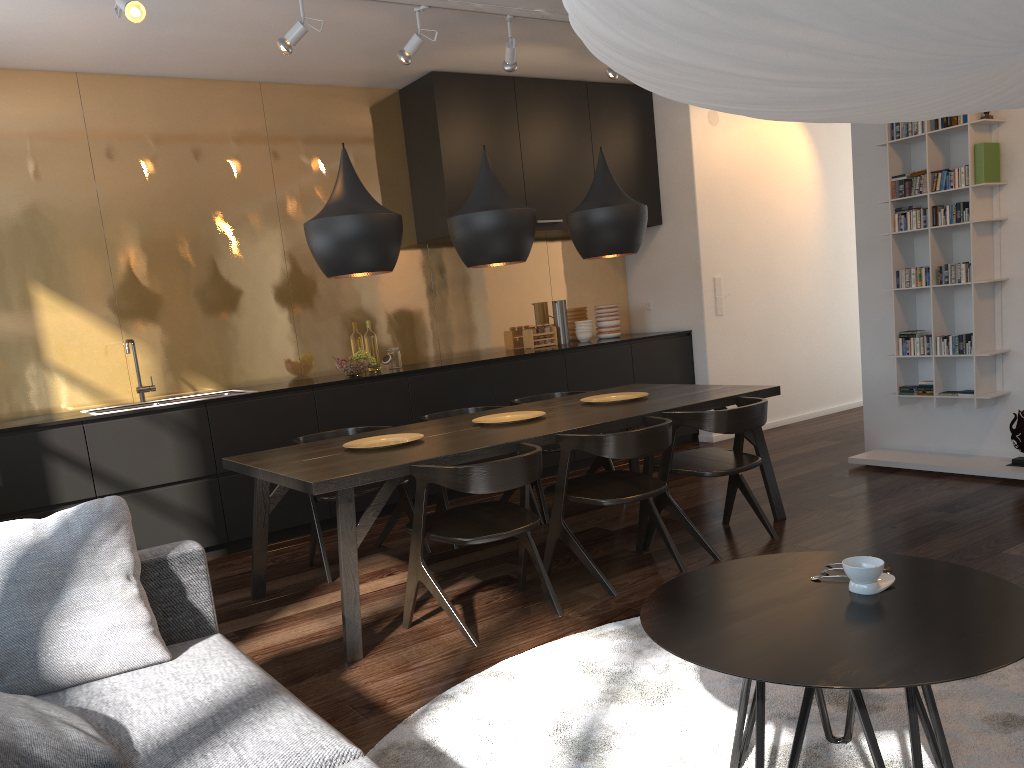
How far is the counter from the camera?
4.6m

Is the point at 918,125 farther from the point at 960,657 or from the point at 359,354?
the point at 960,657

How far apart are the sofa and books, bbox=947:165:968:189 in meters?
4.4

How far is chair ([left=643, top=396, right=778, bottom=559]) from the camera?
3.9m

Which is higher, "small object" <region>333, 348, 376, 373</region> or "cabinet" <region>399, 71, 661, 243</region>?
"cabinet" <region>399, 71, 661, 243</region>

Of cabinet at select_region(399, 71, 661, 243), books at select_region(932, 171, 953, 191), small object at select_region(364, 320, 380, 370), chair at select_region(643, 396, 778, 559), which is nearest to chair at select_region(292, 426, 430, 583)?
chair at select_region(643, 396, 778, 559)

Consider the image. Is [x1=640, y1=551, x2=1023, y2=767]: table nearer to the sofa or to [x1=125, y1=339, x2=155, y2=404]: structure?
the sofa

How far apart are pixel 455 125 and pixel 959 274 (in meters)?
3.30

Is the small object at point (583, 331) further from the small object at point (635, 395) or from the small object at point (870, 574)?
the small object at point (870, 574)

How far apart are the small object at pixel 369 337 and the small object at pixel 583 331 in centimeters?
175cm
